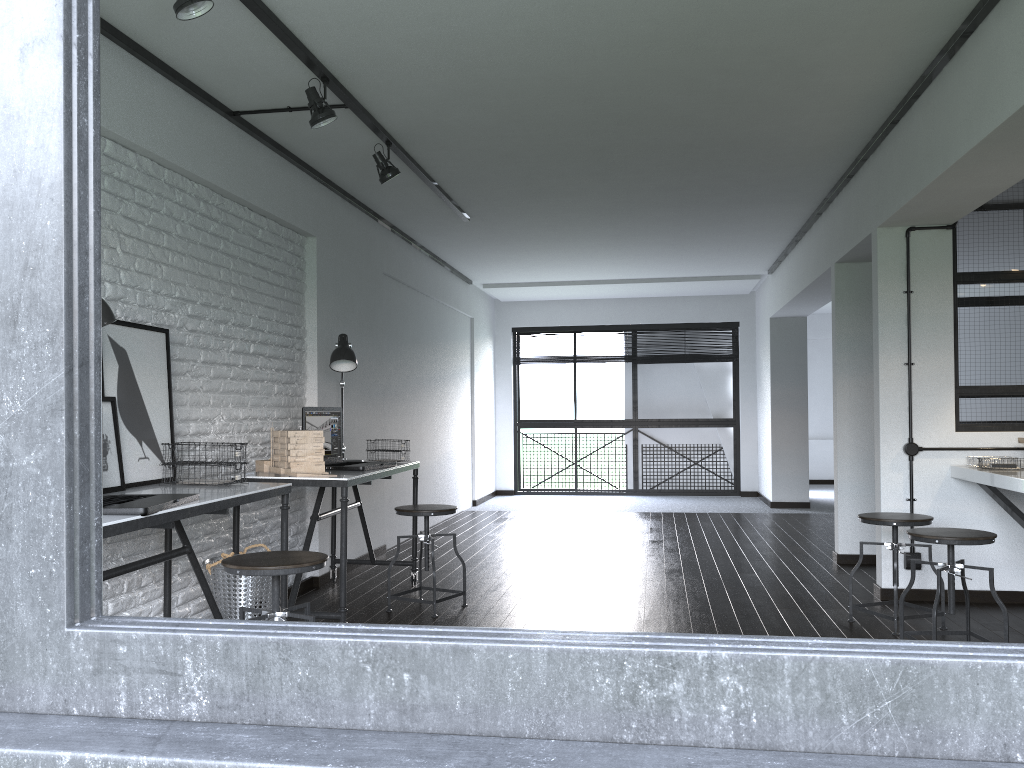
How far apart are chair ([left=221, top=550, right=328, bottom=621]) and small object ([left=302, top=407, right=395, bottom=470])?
1.4m

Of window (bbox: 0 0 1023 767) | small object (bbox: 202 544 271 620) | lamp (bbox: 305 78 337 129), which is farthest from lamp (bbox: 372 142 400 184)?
window (bbox: 0 0 1023 767)

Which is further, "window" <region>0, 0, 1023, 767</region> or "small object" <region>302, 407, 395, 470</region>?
"small object" <region>302, 407, 395, 470</region>

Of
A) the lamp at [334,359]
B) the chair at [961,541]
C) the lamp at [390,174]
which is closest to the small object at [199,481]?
the lamp at [334,359]

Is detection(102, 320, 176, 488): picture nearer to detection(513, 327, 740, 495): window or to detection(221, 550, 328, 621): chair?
detection(221, 550, 328, 621): chair

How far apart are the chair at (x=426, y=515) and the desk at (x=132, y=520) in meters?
1.0 m

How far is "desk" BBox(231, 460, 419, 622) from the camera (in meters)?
3.80

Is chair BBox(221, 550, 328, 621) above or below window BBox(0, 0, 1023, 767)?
below

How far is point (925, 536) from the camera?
3.4 meters

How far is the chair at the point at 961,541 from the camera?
3.4m
